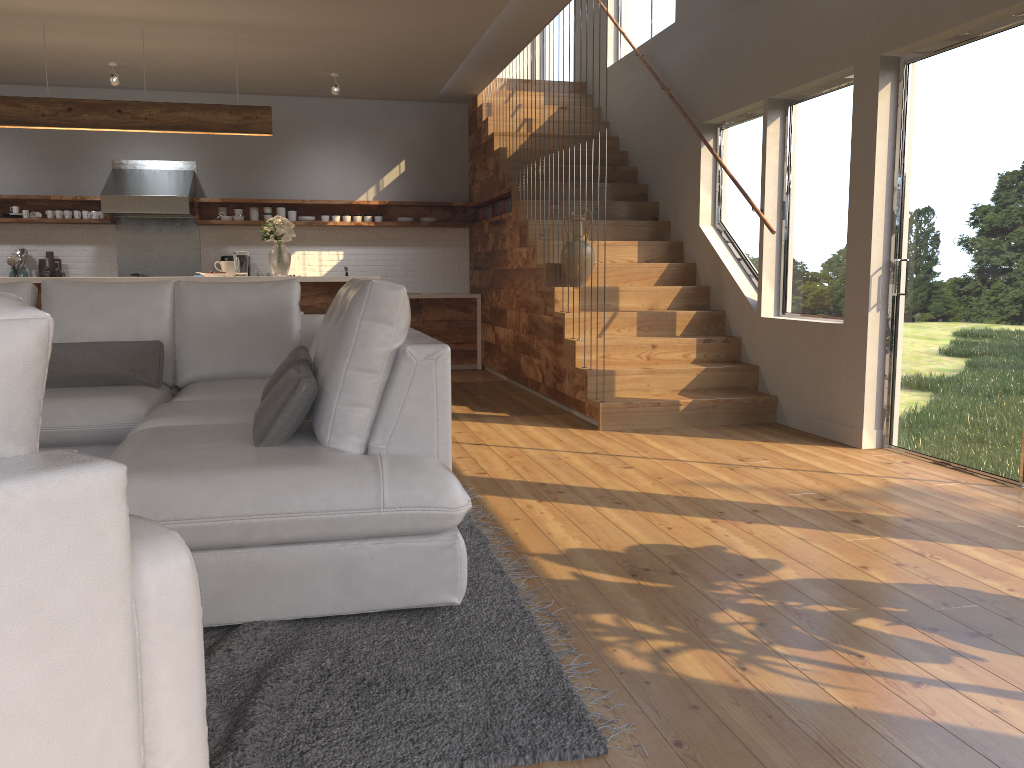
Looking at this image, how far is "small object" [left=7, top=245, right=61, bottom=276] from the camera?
8.4m

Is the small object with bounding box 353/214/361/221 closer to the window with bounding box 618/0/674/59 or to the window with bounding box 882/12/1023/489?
the window with bounding box 618/0/674/59

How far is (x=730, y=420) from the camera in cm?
580

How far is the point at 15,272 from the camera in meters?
8.4

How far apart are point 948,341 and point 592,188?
2.3 meters

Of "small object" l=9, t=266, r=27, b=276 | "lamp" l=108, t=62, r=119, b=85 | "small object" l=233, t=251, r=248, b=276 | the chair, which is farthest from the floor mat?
"small object" l=9, t=266, r=27, b=276

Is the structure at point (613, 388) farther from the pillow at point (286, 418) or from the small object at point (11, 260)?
the pillow at point (286, 418)

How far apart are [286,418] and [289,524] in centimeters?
46cm

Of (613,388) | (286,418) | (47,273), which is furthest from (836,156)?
(47,273)

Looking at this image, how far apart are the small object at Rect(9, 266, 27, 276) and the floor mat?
6.9m
